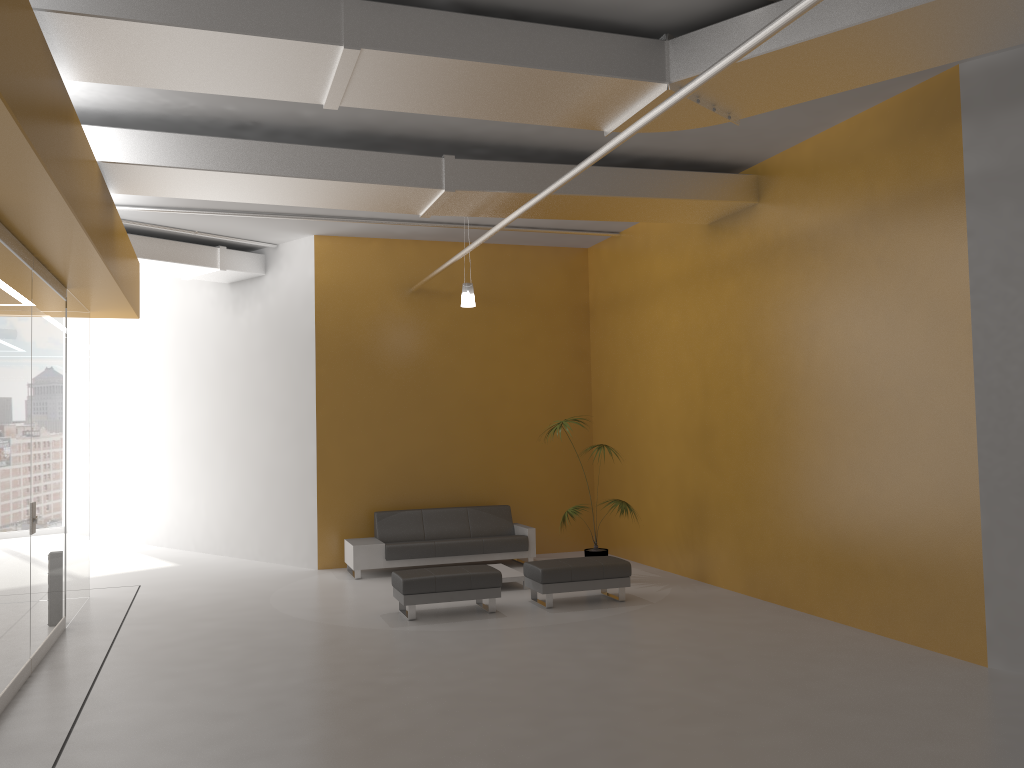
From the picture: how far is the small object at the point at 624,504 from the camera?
10.26m

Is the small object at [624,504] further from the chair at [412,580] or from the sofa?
the chair at [412,580]

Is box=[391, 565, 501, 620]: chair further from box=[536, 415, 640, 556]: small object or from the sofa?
the sofa

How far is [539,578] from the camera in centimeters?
894cm

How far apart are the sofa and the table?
0.75m

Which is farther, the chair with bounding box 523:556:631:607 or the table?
the table

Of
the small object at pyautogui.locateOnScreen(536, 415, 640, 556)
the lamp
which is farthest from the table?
the lamp

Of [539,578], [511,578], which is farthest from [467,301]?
[539,578]

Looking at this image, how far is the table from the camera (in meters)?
10.00

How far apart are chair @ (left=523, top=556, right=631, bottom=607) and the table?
0.65m
